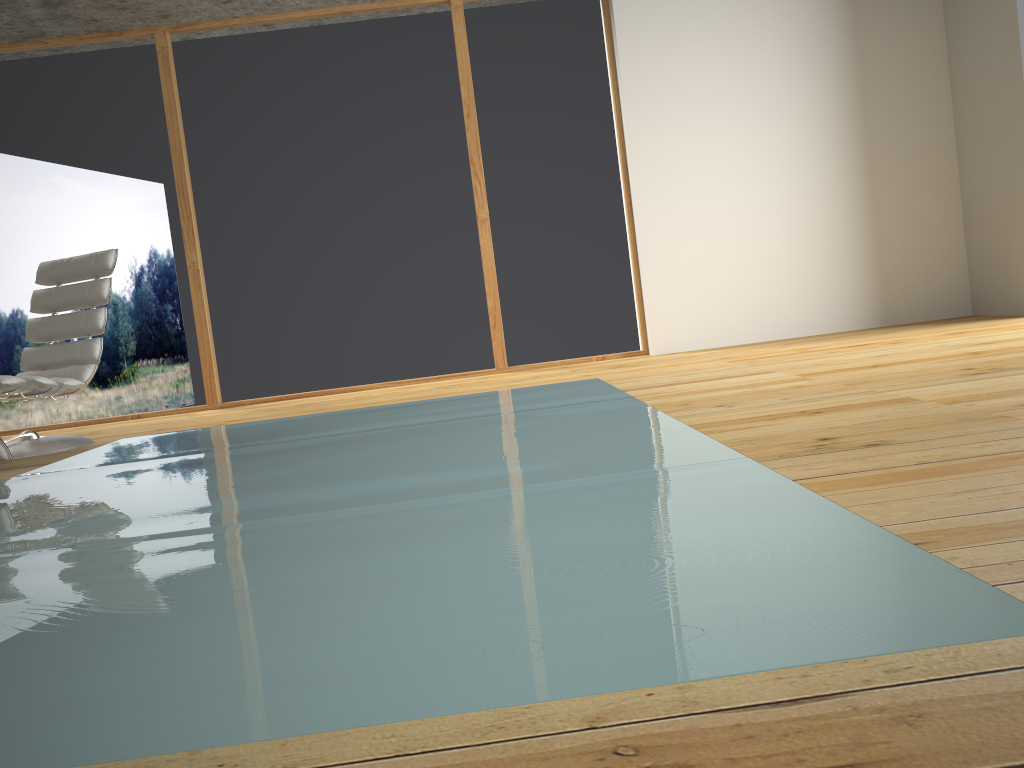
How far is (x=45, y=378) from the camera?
4.1 meters

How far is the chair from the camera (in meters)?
4.15

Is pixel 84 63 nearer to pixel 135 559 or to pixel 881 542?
pixel 135 559

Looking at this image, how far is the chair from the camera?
4.1m
